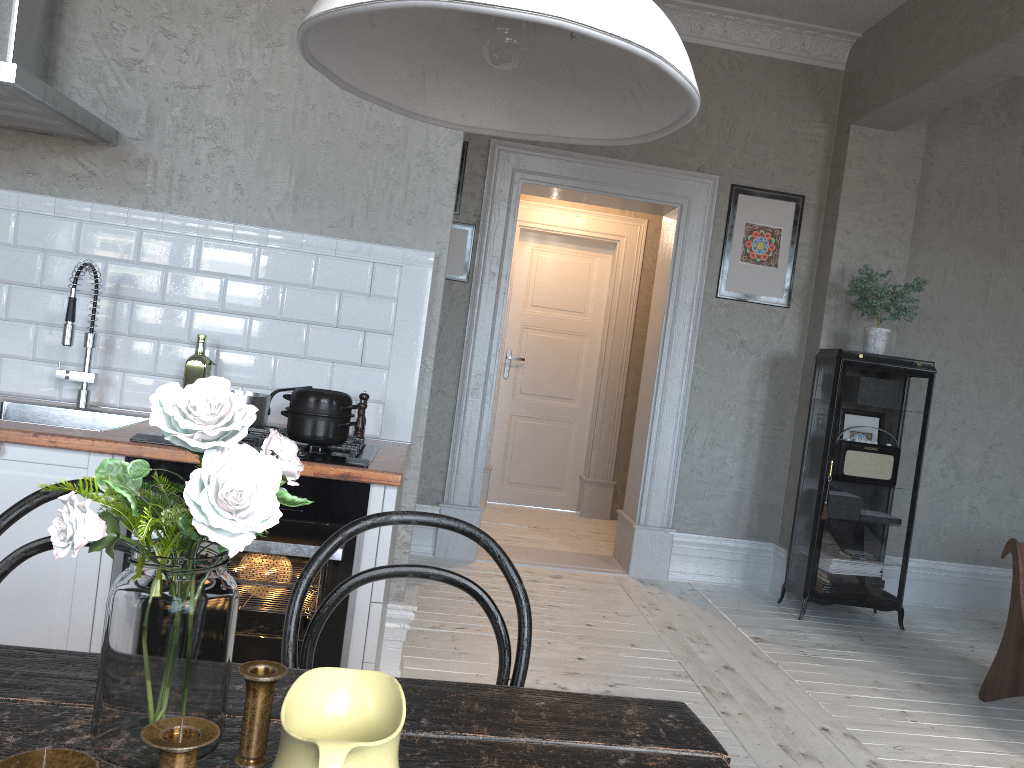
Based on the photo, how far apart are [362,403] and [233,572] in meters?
0.7

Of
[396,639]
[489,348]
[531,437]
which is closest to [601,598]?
[489,348]

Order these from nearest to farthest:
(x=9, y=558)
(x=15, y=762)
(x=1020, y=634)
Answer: (x=15, y=762)
(x=9, y=558)
(x=1020, y=634)

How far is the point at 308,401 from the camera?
2.4 meters

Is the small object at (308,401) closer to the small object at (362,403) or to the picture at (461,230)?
the small object at (362,403)

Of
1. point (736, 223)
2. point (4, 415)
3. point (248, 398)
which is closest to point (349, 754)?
point (248, 398)

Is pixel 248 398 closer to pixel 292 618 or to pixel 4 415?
pixel 4 415

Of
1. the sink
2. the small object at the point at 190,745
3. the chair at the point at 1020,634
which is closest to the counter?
the sink

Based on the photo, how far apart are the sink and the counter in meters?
0.2

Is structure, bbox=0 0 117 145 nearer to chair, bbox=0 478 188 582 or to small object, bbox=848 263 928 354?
chair, bbox=0 478 188 582
